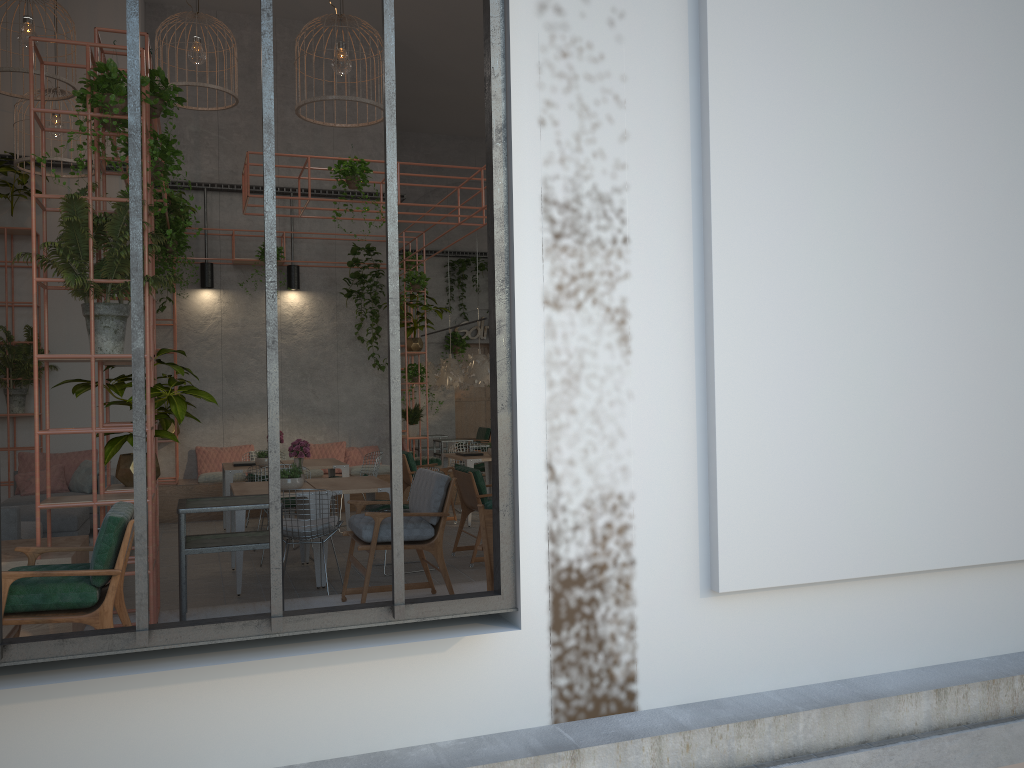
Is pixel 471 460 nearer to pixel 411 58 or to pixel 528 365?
pixel 528 365

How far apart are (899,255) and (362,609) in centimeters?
316cm

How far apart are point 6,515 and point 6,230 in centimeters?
556cm

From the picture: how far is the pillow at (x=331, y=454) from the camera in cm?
1310

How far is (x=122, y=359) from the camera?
5.3 meters

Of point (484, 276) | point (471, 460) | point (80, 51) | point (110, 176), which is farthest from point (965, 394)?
point (484, 276)

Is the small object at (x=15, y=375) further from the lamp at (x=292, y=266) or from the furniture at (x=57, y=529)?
the lamp at (x=292, y=266)

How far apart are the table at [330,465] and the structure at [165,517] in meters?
1.2

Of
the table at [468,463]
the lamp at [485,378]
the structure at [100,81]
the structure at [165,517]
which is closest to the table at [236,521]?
the structure at [100,81]

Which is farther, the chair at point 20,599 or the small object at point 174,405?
the small object at point 174,405
